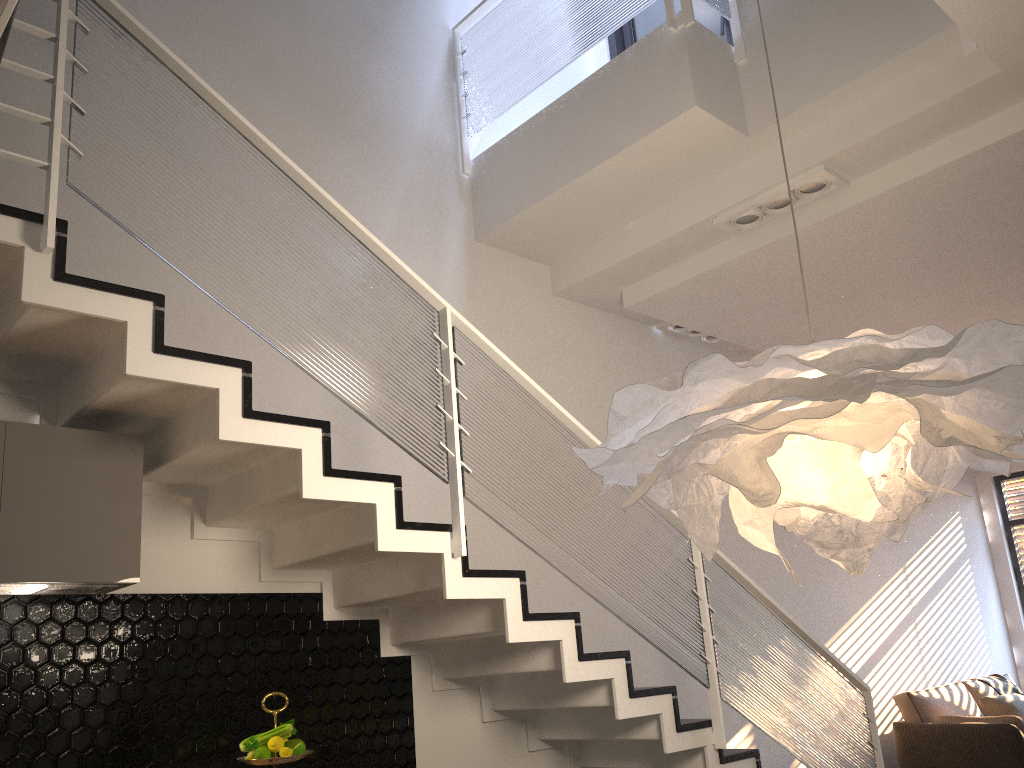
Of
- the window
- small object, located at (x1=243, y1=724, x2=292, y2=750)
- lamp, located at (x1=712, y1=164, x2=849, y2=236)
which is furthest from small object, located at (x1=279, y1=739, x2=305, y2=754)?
the window

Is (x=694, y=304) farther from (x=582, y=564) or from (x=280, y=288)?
(x=280, y=288)

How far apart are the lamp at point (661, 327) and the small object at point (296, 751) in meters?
3.9

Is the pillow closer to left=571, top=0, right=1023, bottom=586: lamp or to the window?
the window

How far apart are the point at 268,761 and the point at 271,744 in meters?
0.1

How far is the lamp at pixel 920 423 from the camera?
1.7m

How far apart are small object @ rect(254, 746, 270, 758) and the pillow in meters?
A: 6.3

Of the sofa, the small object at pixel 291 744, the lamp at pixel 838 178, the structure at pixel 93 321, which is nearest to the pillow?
the sofa

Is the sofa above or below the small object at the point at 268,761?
below

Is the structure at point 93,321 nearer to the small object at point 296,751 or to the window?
the small object at point 296,751
